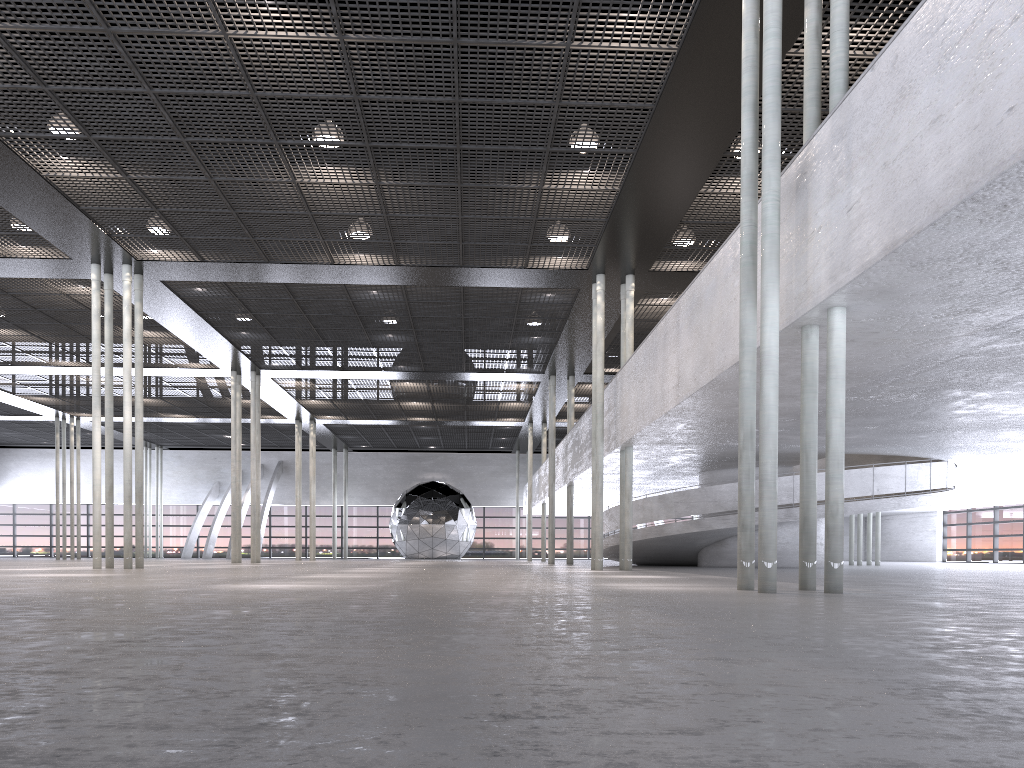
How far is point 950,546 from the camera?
41.44m

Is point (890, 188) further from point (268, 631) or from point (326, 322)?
point (326, 322)
